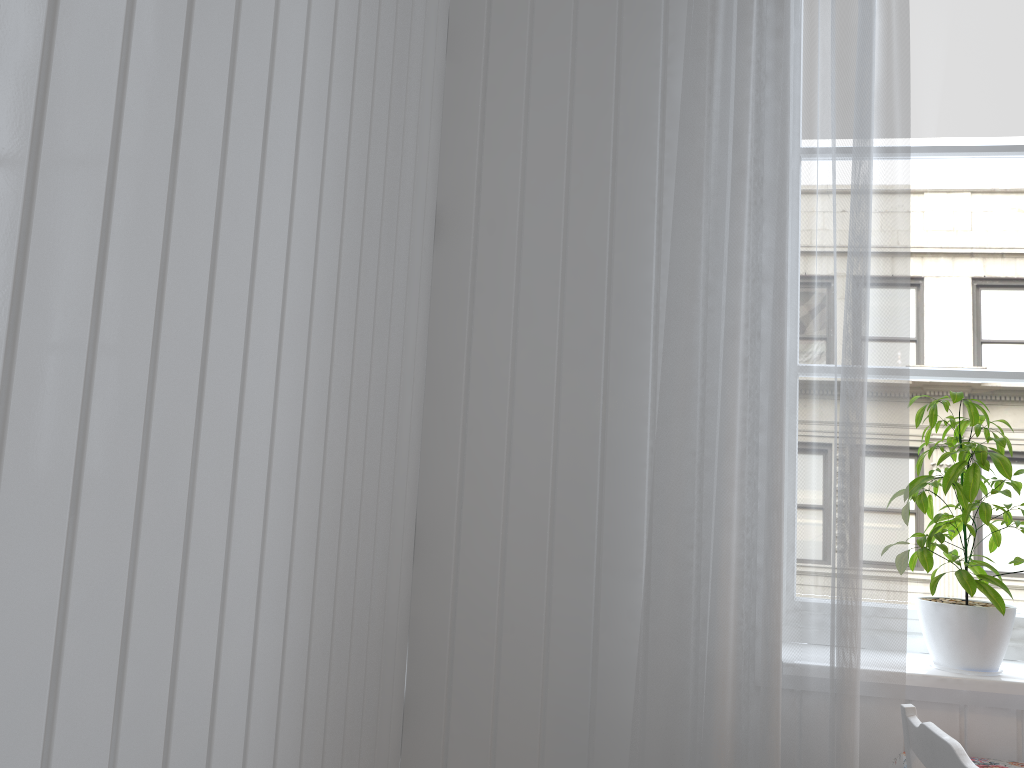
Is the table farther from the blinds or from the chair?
the chair

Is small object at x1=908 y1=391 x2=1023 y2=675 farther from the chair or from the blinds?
the chair

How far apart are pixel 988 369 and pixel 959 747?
0.98m

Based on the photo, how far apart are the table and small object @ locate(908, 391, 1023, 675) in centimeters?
14cm

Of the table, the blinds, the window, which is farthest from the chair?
the window

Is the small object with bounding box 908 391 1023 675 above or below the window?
below

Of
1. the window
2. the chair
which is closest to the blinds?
the chair

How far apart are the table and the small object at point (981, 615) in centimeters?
14cm

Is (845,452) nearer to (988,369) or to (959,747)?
(959,747)

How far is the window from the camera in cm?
178
